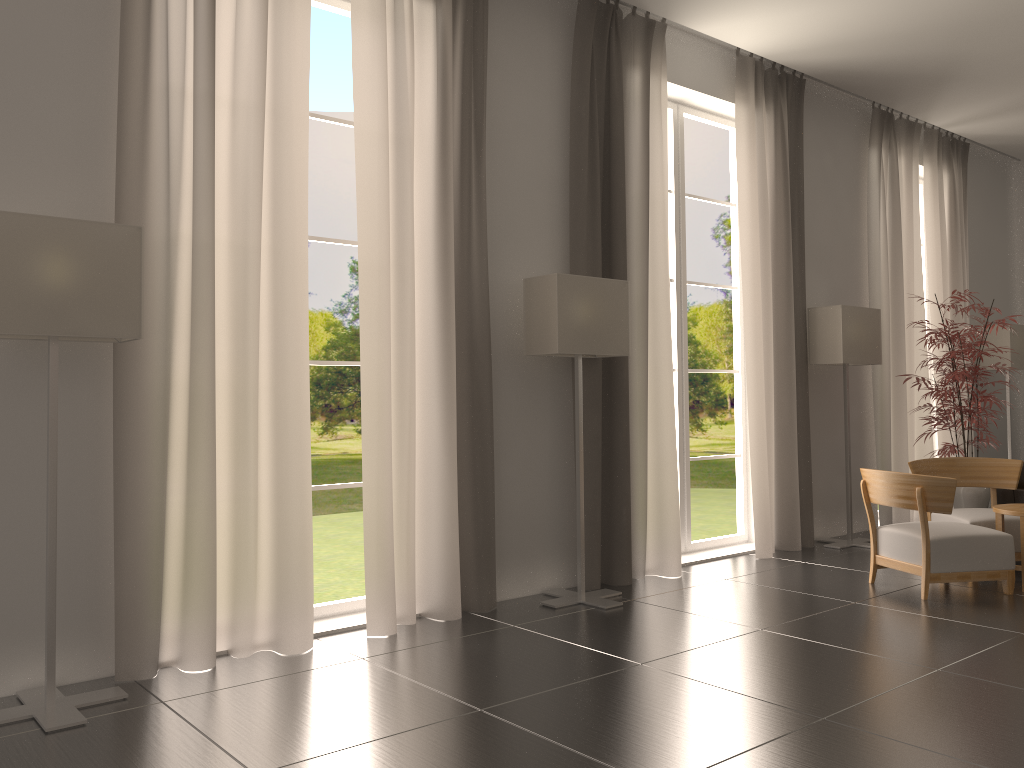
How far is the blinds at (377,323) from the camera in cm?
762

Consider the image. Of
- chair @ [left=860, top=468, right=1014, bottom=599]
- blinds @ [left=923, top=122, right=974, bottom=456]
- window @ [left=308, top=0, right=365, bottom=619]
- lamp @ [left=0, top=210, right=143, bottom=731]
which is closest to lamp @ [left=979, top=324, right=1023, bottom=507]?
blinds @ [left=923, top=122, right=974, bottom=456]

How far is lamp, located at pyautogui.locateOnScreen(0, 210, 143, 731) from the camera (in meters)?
5.50

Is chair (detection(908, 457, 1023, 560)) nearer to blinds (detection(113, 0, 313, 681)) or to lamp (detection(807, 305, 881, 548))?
lamp (detection(807, 305, 881, 548))

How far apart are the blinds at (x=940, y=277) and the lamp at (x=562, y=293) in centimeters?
766cm

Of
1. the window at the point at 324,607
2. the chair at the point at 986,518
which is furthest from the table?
the window at the point at 324,607

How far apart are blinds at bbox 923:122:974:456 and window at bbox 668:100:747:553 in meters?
4.3

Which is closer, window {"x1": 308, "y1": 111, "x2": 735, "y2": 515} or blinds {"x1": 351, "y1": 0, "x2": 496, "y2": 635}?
blinds {"x1": 351, "y1": 0, "x2": 496, "y2": 635}

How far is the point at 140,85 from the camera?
6.49m

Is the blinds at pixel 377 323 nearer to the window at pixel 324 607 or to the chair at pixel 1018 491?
the window at pixel 324 607
